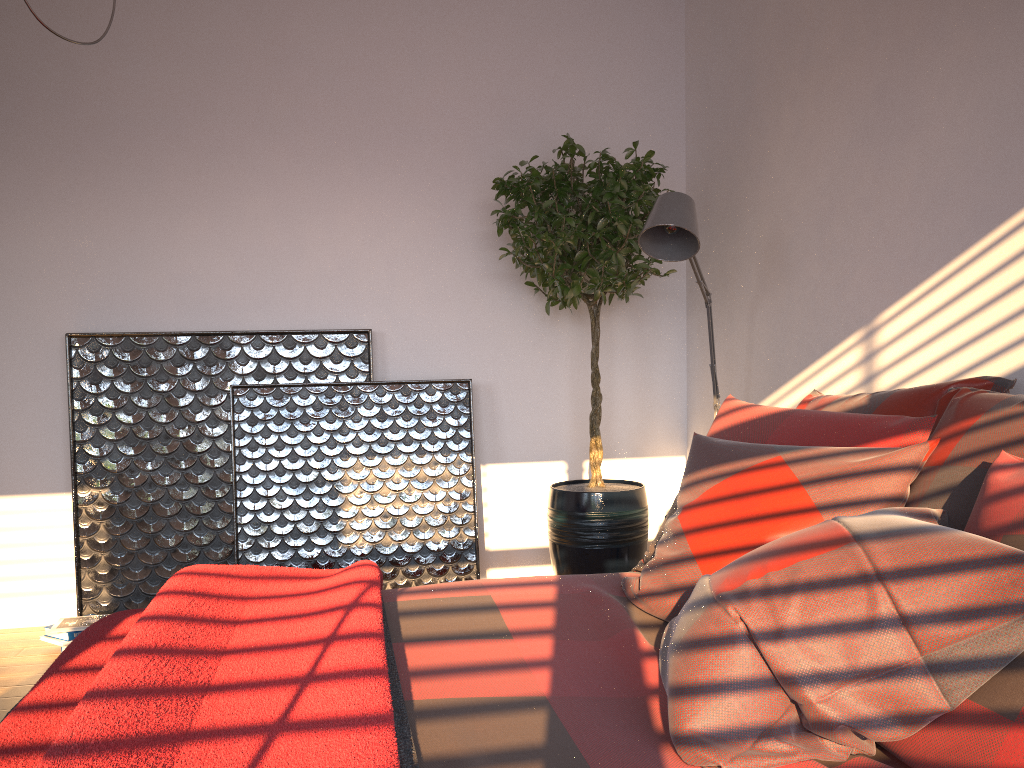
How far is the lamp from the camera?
2.7m

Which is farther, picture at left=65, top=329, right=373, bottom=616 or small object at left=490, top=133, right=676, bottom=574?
picture at left=65, top=329, right=373, bottom=616

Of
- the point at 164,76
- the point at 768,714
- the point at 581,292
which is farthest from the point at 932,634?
the point at 164,76

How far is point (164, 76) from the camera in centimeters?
378cm

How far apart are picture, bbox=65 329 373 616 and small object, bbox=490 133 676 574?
0.7m

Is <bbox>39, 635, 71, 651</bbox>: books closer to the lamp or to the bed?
the bed

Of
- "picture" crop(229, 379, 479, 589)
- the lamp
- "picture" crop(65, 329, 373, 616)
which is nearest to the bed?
the lamp

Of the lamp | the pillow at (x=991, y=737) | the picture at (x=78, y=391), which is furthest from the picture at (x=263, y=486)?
the pillow at (x=991, y=737)

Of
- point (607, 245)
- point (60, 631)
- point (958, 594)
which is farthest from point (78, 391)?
point (958, 594)

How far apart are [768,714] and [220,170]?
3.4m
